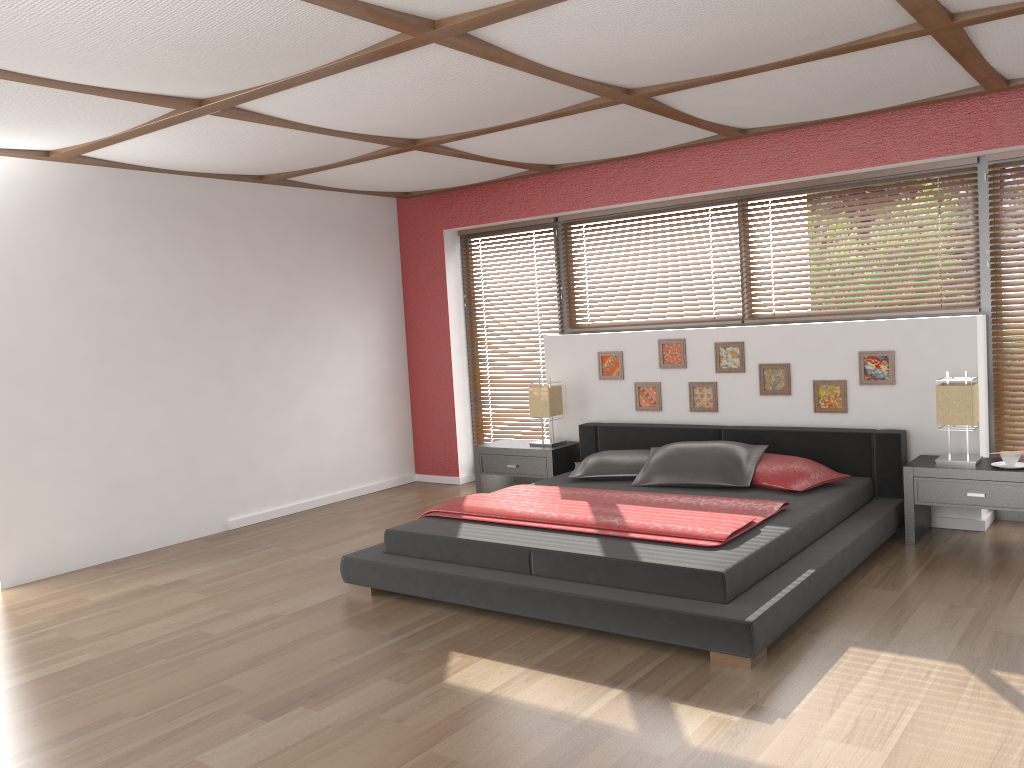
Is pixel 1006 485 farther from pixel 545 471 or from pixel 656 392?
pixel 545 471

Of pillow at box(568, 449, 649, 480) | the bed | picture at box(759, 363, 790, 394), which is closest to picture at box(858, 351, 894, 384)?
the bed

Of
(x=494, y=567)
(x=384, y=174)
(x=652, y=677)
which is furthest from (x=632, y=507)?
(x=384, y=174)

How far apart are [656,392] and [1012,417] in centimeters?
214cm

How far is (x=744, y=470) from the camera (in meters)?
4.98

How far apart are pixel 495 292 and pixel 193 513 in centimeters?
285cm

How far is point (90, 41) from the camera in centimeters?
291cm

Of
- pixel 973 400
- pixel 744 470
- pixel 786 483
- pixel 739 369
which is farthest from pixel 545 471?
pixel 973 400

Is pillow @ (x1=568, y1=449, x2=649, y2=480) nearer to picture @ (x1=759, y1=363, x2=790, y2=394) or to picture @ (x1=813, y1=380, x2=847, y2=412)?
picture @ (x1=759, y1=363, x2=790, y2=394)

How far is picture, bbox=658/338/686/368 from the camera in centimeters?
595cm
